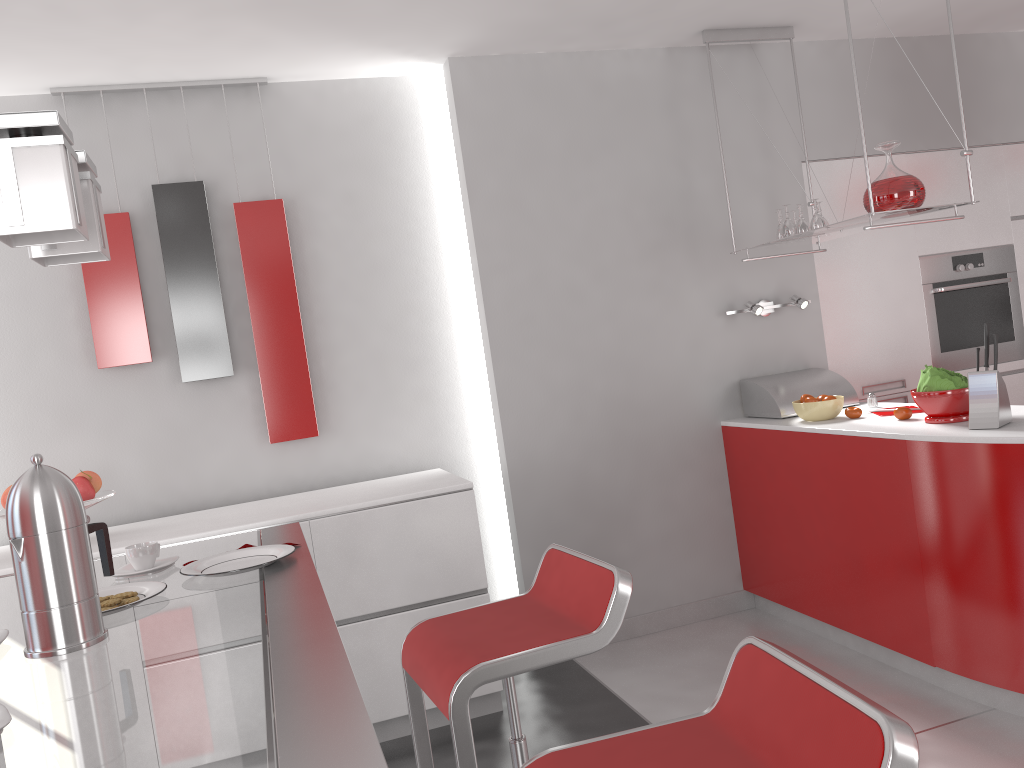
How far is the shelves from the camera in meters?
3.2

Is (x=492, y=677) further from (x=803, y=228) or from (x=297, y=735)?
(x=803, y=228)

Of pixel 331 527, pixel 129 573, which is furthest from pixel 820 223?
pixel 129 573

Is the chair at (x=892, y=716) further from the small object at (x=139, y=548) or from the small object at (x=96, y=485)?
the small object at (x=96, y=485)

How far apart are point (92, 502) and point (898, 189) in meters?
3.0

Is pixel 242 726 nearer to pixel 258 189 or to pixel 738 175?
pixel 258 189

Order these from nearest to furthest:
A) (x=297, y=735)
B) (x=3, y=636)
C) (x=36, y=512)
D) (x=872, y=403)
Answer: (x=297, y=735)
(x=36, y=512)
(x=3, y=636)
(x=872, y=403)

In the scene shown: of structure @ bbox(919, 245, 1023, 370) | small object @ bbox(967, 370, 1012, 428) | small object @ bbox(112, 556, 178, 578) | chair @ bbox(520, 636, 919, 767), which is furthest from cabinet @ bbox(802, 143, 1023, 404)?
small object @ bbox(112, 556, 178, 578)

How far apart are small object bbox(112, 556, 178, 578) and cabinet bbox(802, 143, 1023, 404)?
3.3 meters

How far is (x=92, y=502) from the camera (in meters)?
3.06
